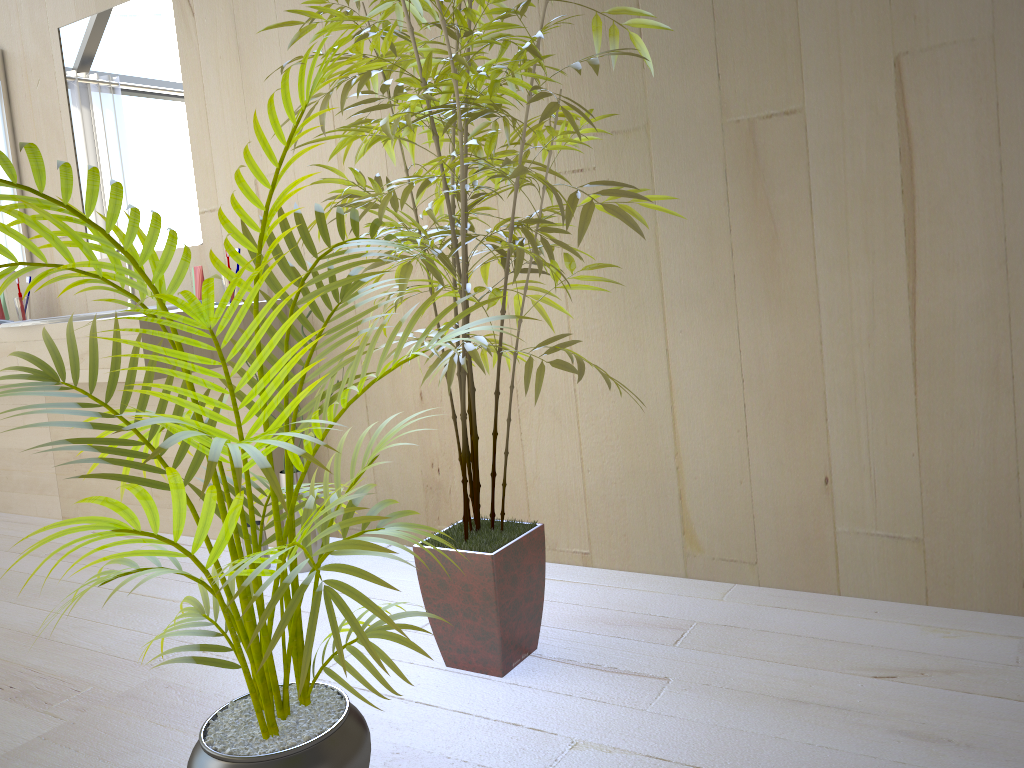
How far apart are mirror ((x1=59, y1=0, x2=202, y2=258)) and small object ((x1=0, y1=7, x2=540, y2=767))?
1.6 meters

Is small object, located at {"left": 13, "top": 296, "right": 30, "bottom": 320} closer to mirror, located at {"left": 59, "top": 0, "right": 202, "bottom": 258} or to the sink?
mirror, located at {"left": 59, "top": 0, "right": 202, "bottom": 258}

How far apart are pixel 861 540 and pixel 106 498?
1.6m

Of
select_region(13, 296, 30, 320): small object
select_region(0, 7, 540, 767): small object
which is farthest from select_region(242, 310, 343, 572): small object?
select_region(13, 296, 30, 320): small object

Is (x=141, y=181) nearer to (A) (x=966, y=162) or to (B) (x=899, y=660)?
(A) (x=966, y=162)

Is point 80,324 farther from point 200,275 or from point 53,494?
point 53,494

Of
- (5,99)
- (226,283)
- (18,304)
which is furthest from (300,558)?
(5,99)

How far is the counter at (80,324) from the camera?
2.52m

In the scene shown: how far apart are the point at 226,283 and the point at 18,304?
1.2m

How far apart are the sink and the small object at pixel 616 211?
1.12m
